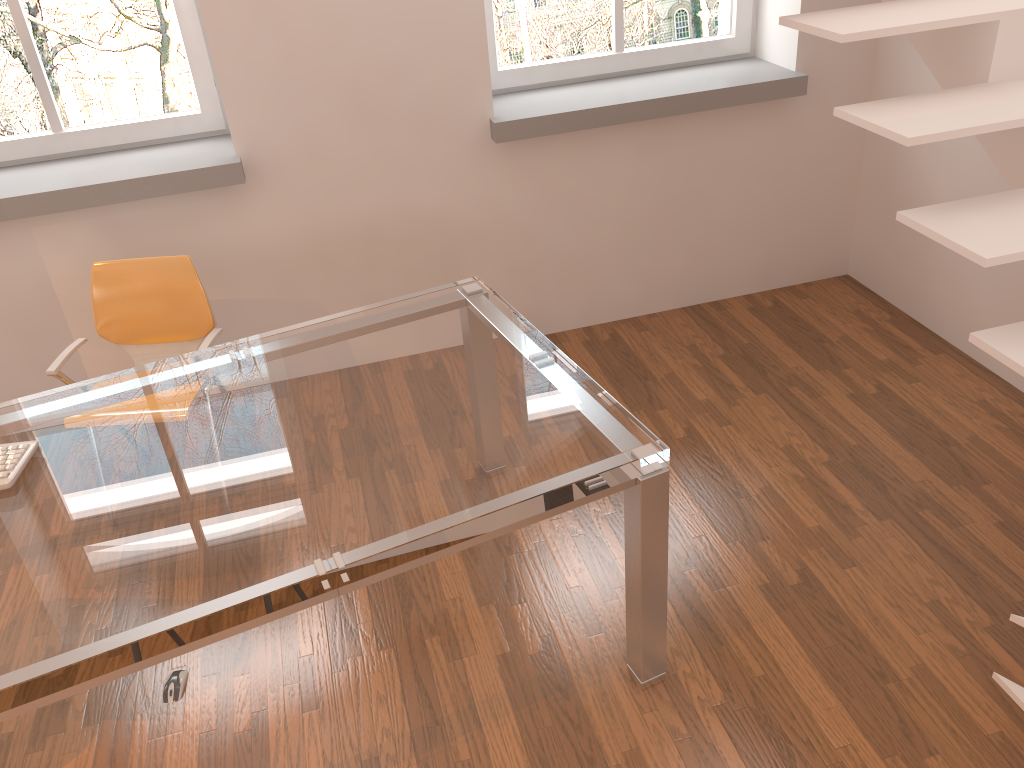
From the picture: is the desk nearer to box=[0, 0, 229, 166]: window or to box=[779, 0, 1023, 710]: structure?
box=[779, 0, 1023, 710]: structure

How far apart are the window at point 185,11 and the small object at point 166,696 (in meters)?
2.10

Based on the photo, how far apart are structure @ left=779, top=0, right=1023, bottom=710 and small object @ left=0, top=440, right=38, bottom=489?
2.1 meters

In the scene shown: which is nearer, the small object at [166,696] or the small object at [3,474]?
the small object at [3,474]

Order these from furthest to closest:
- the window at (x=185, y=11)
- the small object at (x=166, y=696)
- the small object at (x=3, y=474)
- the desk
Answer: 1. the window at (x=185, y=11)
2. the small object at (x=166, y=696)
3. the small object at (x=3, y=474)
4. the desk

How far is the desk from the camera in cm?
168

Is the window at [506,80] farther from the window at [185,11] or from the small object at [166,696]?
the small object at [166,696]

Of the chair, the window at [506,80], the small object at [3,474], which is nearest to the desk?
the small object at [3,474]

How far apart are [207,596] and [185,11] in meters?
2.5 m

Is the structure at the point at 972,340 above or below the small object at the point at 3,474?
above
